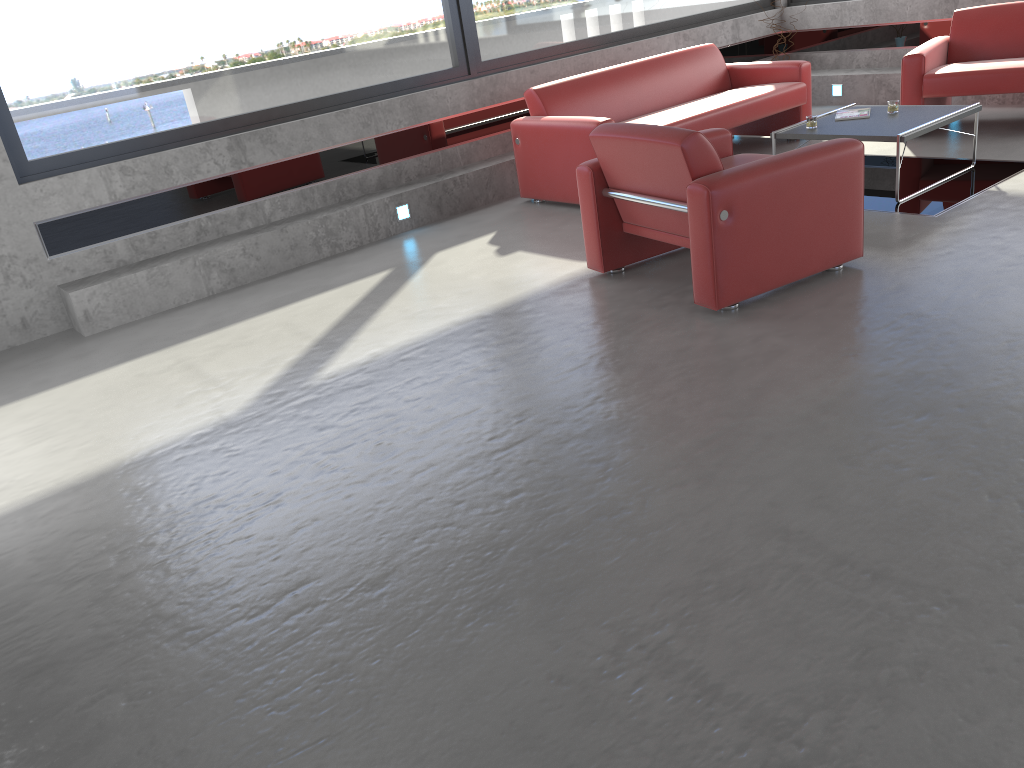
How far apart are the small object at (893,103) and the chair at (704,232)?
1.69m

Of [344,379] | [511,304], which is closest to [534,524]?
[344,379]

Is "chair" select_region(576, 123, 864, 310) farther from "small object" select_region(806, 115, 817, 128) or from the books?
the books

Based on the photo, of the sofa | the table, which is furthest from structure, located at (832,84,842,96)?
the table

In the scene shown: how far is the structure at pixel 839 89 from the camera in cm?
915

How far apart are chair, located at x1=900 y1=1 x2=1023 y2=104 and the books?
1.06m

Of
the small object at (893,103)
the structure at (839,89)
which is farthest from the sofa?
the structure at (839,89)

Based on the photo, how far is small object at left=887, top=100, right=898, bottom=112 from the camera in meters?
6.2 m

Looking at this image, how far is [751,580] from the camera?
2.5m

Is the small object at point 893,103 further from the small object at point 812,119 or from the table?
the small object at point 812,119
